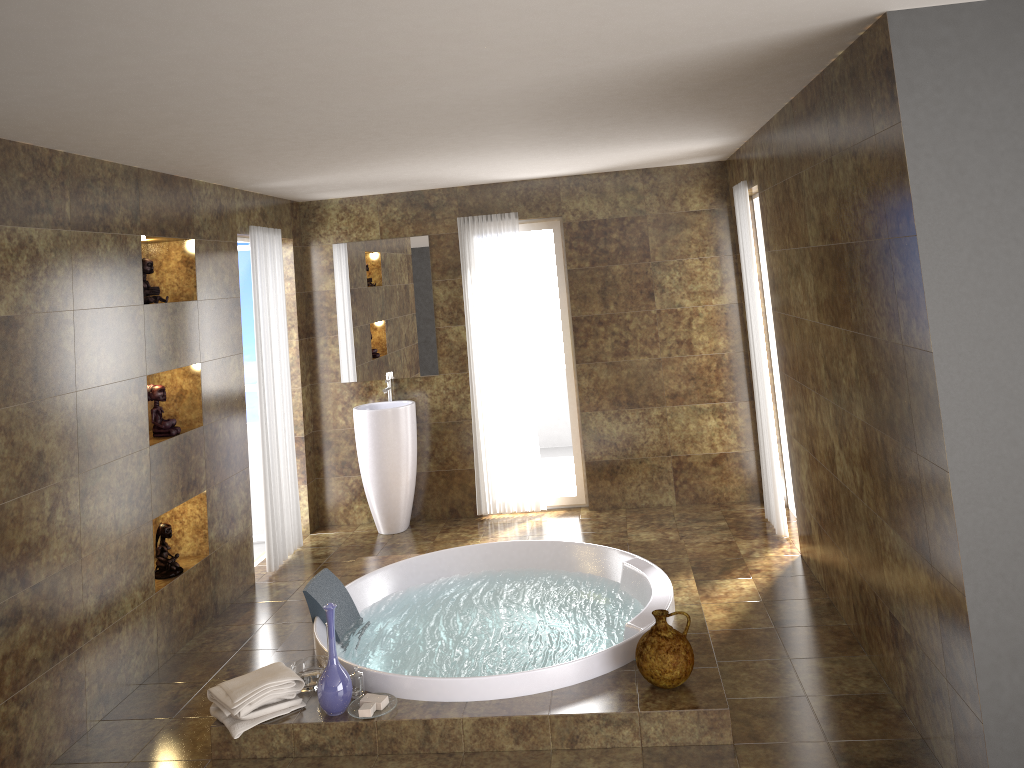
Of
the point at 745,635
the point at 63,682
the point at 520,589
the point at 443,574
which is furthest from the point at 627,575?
the point at 63,682

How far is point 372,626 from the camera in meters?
4.7 m

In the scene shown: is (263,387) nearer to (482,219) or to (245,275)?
(245,275)

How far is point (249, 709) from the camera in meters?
3.6

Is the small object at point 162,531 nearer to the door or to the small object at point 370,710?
the small object at point 370,710

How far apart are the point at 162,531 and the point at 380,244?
2.80m

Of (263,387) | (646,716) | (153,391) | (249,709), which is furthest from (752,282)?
(249,709)

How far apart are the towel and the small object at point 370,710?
0.32m

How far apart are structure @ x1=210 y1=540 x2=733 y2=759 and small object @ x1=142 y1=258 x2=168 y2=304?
1.9m

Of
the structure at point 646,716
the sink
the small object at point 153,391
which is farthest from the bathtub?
the sink
